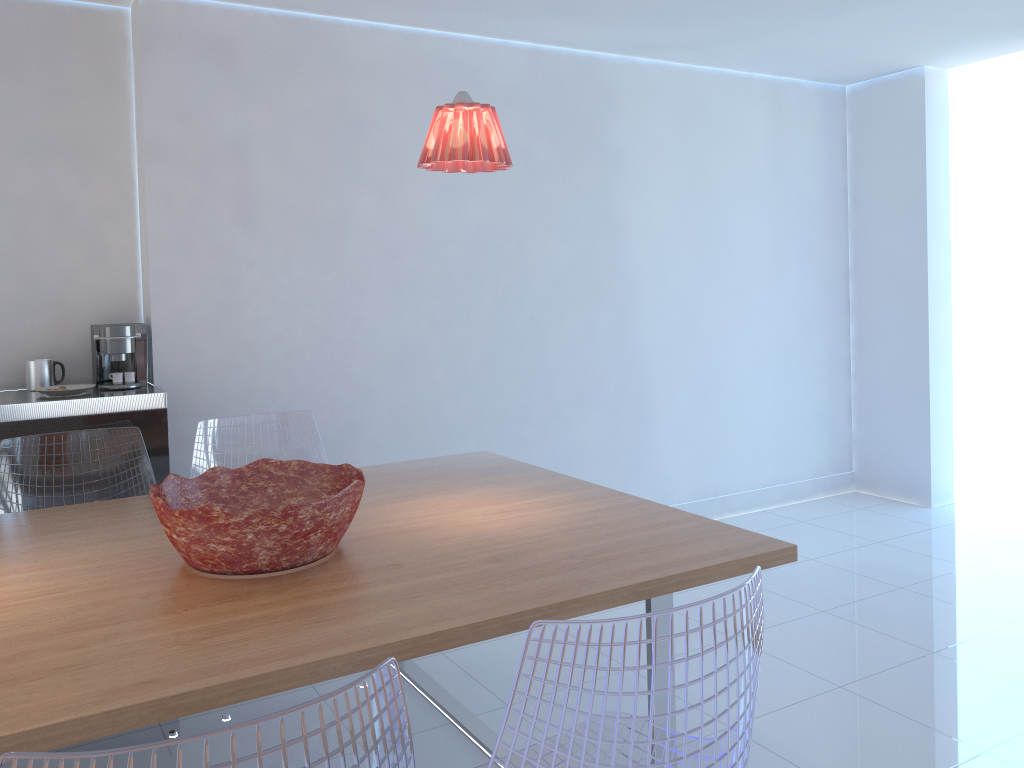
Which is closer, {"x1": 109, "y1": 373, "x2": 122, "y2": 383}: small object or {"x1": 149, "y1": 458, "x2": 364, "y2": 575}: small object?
{"x1": 149, "y1": 458, "x2": 364, "y2": 575}: small object

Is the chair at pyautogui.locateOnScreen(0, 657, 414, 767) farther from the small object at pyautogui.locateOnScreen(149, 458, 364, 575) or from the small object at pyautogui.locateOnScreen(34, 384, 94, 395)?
the small object at pyautogui.locateOnScreen(34, 384, 94, 395)

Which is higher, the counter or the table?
the counter

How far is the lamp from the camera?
2.2 meters

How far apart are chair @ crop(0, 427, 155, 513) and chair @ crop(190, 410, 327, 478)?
0.1m

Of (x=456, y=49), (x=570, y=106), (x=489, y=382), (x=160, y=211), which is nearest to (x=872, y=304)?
(x=570, y=106)

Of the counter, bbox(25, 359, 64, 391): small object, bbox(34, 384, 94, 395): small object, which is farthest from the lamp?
bbox(25, 359, 64, 391): small object

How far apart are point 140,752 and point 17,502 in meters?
2.3

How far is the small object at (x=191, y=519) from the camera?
1.9m

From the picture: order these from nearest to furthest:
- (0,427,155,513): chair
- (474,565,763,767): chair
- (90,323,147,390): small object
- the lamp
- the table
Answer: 1. (474,565,763,767): chair
2. the table
3. the lamp
4. (0,427,155,513): chair
5. (90,323,147,390): small object
